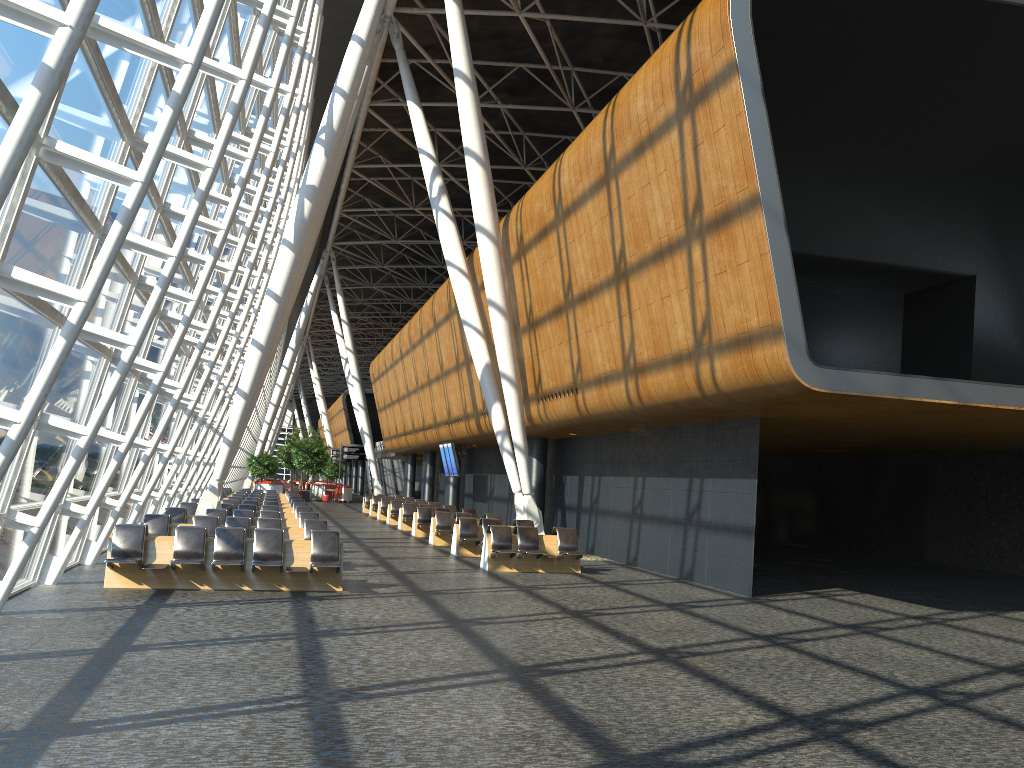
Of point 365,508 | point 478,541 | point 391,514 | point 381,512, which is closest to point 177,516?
point 478,541

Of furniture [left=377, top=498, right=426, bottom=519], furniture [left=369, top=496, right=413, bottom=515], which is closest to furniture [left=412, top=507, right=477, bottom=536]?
furniture [left=377, top=498, right=426, bottom=519]

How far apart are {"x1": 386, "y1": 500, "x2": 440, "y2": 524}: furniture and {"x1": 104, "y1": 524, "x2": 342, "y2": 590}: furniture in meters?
17.9

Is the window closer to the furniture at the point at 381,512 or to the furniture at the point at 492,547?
the furniture at the point at 492,547

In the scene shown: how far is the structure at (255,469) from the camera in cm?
4920

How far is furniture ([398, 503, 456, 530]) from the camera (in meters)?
28.18

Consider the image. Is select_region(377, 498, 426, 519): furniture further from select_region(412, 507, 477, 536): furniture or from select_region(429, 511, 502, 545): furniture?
select_region(429, 511, 502, 545): furniture

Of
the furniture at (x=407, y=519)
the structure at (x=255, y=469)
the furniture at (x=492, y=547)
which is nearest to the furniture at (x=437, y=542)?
the furniture at (x=492, y=547)

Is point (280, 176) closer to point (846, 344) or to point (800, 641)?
point (846, 344)

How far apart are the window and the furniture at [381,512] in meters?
8.8
